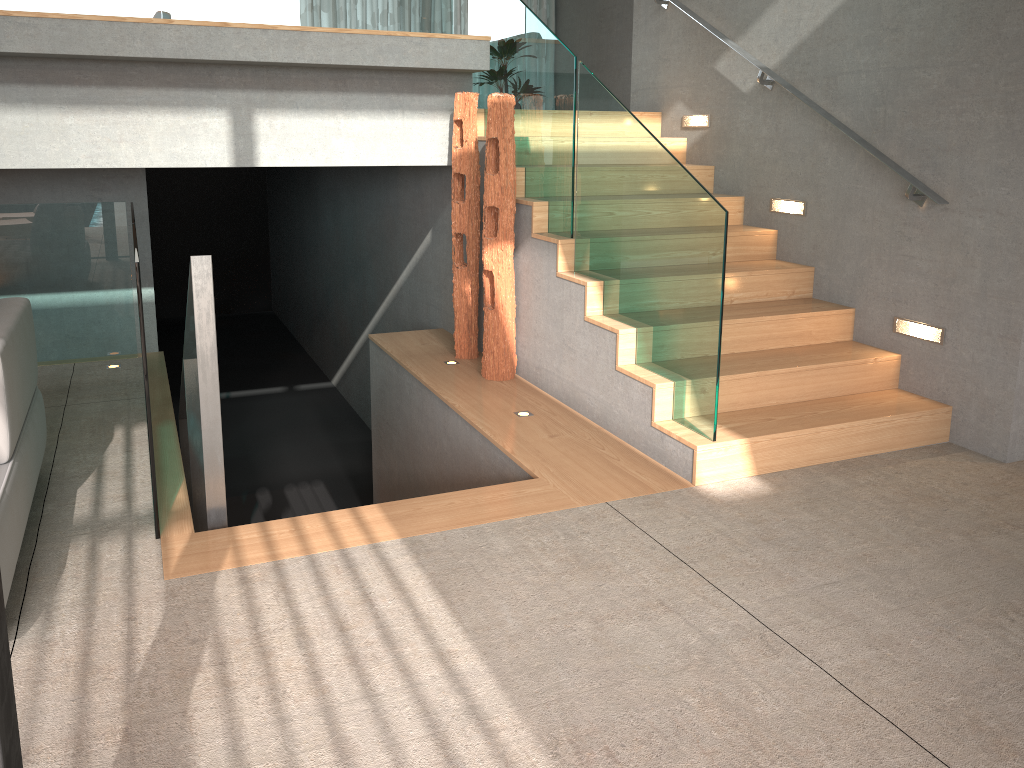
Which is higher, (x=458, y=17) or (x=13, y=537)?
(x=458, y=17)

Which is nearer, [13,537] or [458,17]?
[13,537]

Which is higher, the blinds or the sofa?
the blinds

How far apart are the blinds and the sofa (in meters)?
10.15

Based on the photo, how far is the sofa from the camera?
2.61m

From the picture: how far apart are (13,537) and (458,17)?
11.3 meters

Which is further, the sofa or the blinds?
the blinds

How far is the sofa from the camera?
2.61m

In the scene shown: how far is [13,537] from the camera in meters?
2.6

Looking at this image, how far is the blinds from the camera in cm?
1240
